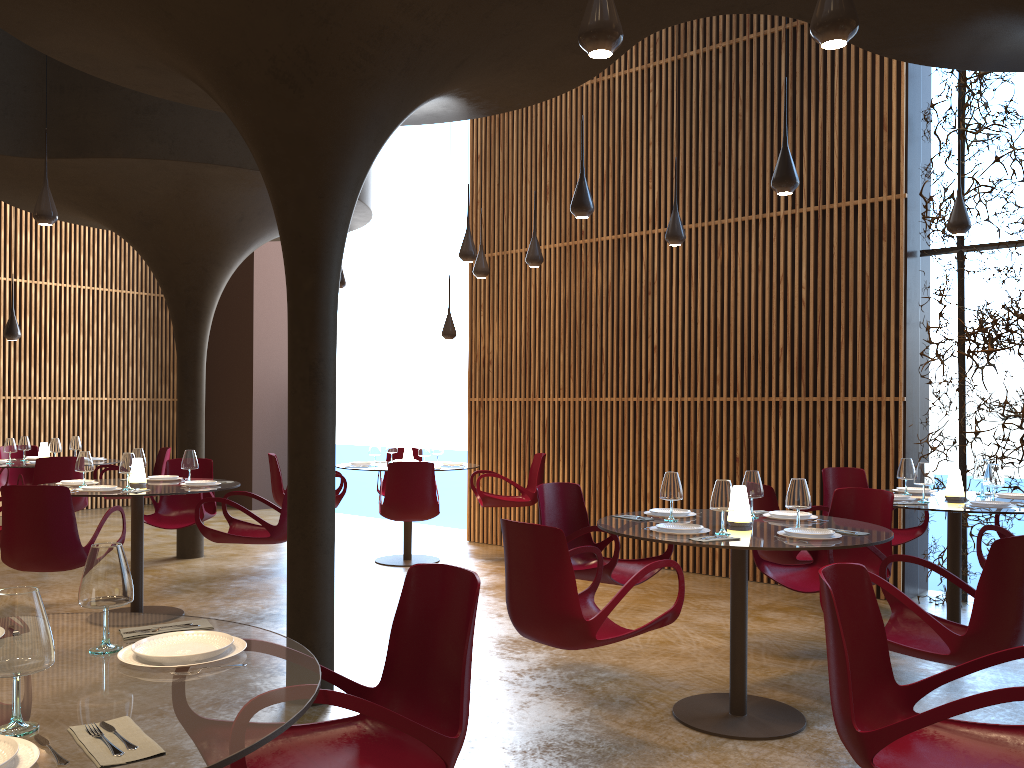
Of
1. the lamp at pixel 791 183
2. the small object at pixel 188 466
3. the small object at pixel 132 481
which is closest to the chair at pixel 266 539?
the small object at pixel 188 466

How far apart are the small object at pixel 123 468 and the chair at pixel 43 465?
2.6m

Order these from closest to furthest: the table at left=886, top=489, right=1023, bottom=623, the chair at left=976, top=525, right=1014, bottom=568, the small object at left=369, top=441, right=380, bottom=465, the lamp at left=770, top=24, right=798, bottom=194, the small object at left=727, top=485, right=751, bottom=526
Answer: the small object at left=727, top=485, right=751, bottom=526
the chair at left=976, top=525, right=1014, bottom=568
the lamp at left=770, top=24, right=798, bottom=194
the table at left=886, top=489, right=1023, bottom=623
the small object at left=369, top=441, right=380, bottom=465

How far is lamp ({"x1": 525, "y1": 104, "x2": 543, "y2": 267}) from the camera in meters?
9.4

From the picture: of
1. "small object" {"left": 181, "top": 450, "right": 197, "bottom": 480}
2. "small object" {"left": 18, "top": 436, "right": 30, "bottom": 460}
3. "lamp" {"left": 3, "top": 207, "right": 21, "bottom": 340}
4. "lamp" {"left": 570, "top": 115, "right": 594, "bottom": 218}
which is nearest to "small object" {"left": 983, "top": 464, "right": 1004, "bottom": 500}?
"lamp" {"left": 570, "top": 115, "right": 594, "bottom": 218}

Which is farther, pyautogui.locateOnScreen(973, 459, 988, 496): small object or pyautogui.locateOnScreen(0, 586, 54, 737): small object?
pyautogui.locateOnScreen(973, 459, 988, 496): small object

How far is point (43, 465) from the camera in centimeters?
915cm

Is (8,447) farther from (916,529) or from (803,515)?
(916,529)

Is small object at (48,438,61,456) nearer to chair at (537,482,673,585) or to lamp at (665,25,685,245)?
chair at (537,482,673,585)

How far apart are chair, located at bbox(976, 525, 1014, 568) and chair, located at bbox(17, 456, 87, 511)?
8.4m
